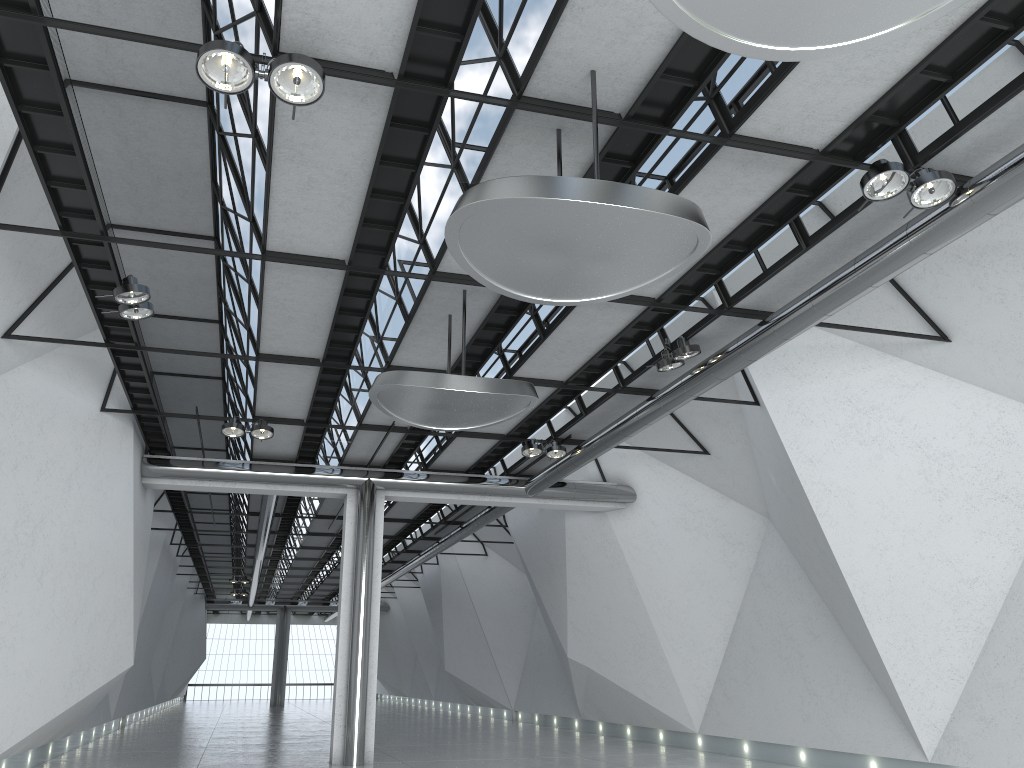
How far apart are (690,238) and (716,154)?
8.6m
